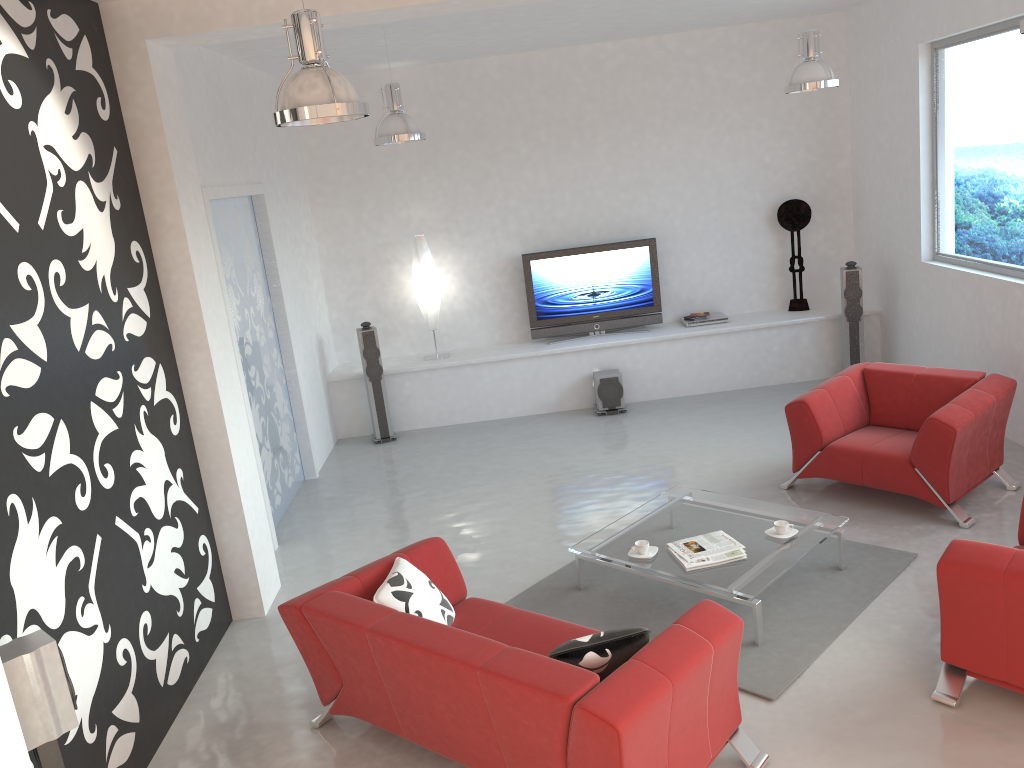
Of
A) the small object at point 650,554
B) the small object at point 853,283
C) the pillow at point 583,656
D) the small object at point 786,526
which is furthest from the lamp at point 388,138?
the small object at point 853,283

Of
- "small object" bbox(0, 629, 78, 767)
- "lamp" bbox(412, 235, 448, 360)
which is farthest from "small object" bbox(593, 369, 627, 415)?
"small object" bbox(0, 629, 78, 767)

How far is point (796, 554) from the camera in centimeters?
465cm

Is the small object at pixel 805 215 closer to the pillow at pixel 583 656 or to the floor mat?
the floor mat

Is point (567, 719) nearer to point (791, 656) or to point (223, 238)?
point (791, 656)

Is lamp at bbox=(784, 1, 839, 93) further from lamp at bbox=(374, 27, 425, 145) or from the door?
the door

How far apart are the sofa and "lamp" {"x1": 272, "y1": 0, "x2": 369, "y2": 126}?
2.0m

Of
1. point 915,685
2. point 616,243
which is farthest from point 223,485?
point 616,243

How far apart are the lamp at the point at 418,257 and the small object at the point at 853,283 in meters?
3.9

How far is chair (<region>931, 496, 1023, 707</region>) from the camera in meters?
3.5 m
